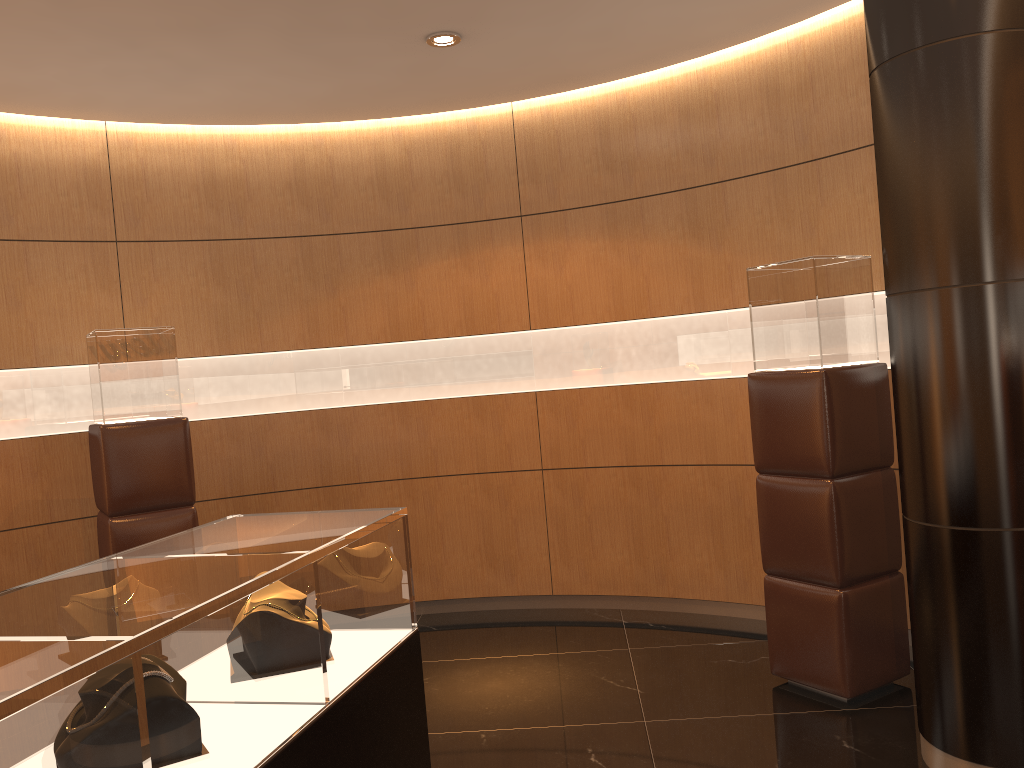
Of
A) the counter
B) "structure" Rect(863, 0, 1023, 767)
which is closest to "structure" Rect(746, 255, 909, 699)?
"structure" Rect(863, 0, 1023, 767)

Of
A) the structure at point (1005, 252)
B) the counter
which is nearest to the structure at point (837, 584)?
the structure at point (1005, 252)

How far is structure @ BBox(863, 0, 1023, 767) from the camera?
3.0m

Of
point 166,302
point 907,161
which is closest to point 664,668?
point 907,161

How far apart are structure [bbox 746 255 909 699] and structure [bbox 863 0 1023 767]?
0.6 meters

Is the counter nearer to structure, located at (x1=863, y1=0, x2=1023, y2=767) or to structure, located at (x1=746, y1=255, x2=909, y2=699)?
structure, located at (x1=863, y1=0, x2=1023, y2=767)

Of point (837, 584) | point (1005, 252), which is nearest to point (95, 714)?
point (1005, 252)

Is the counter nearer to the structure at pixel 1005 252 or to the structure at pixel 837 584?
the structure at pixel 1005 252

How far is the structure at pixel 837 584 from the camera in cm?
392

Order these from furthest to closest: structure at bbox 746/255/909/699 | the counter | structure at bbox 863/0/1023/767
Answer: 1. structure at bbox 746/255/909/699
2. structure at bbox 863/0/1023/767
3. the counter
